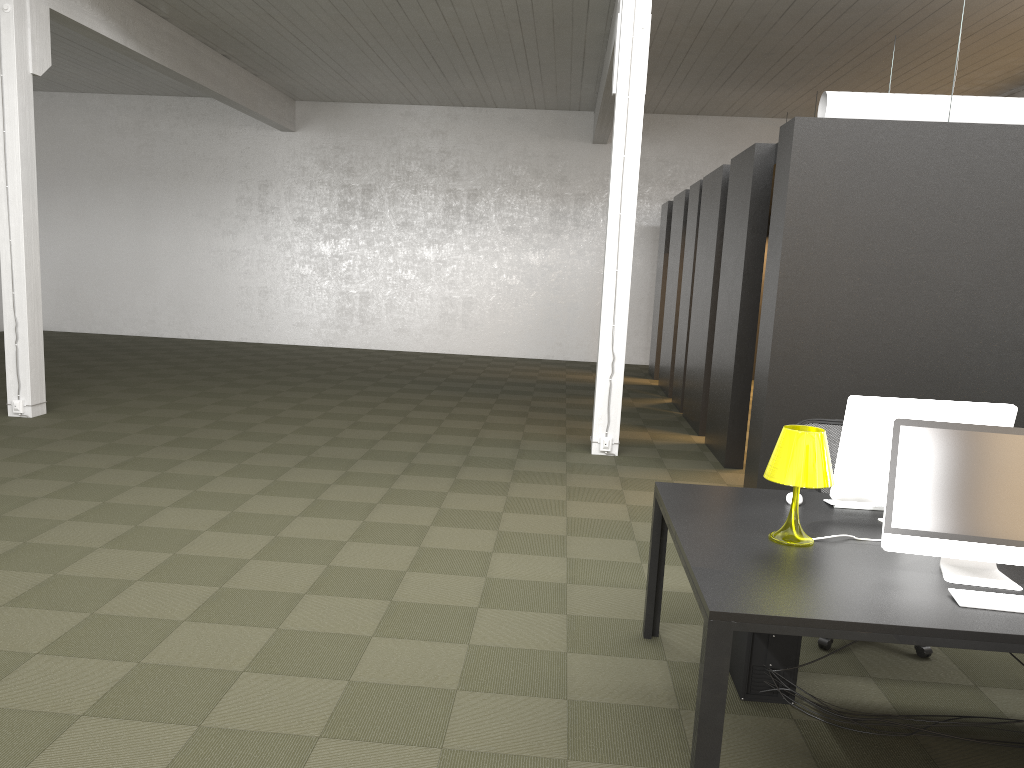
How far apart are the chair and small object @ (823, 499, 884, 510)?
0.7m

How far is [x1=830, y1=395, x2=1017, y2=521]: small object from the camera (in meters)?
3.52

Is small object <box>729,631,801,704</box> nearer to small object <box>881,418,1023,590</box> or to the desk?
the desk

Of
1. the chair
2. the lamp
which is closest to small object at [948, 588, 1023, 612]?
the lamp

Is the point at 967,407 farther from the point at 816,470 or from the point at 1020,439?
the point at 816,470

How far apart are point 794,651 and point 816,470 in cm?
88

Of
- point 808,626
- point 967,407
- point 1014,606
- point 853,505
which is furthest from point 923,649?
point 808,626

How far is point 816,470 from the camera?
3.2m

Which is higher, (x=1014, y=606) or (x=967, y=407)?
(x=967, y=407)

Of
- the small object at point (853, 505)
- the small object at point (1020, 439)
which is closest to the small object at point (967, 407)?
the small object at point (853, 505)
